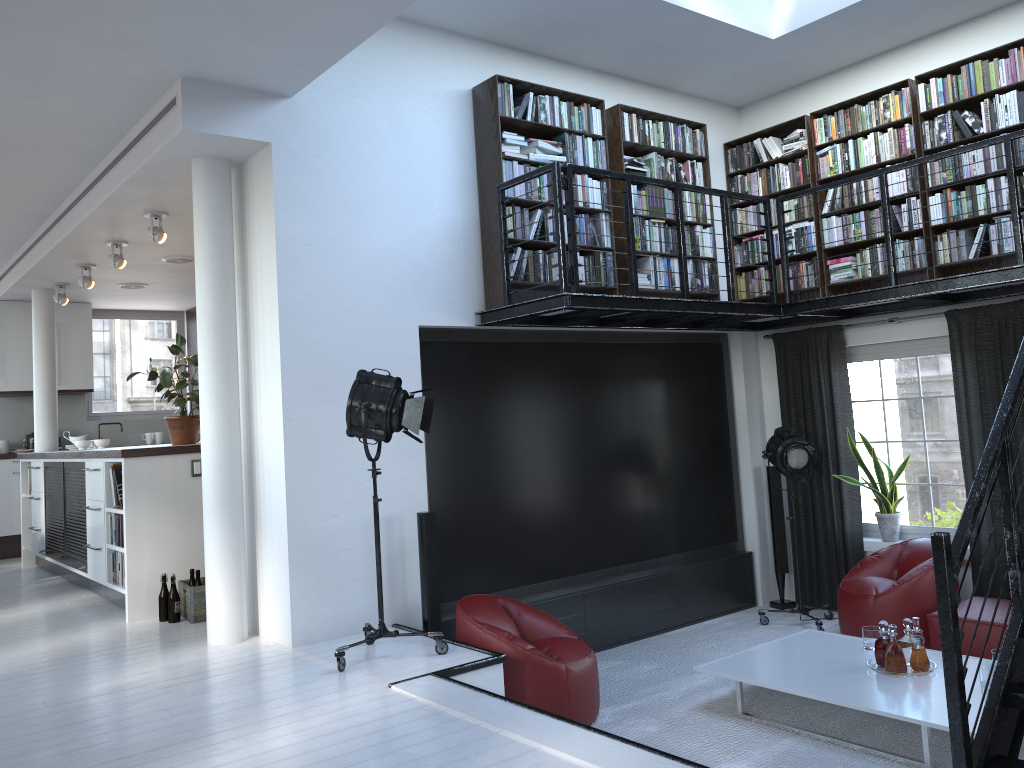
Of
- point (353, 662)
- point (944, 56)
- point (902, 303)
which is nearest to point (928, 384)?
point (902, 303)

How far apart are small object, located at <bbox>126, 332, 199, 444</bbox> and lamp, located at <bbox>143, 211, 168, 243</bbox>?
0.8m

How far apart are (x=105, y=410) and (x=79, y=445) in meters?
2.7

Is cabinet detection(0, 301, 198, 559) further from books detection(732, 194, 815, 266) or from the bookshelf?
books detection(732, 194, 815, 266)

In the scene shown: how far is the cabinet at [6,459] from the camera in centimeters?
1023cm

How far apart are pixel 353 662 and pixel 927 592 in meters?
4.0 m

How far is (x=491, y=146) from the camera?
6.1m

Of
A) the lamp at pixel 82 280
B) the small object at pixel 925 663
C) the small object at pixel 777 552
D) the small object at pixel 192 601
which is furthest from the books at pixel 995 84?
the lamp at pixel 82 280

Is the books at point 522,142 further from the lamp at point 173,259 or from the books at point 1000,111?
the lamp at point 173,259

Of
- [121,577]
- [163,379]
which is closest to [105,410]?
[163,379]
